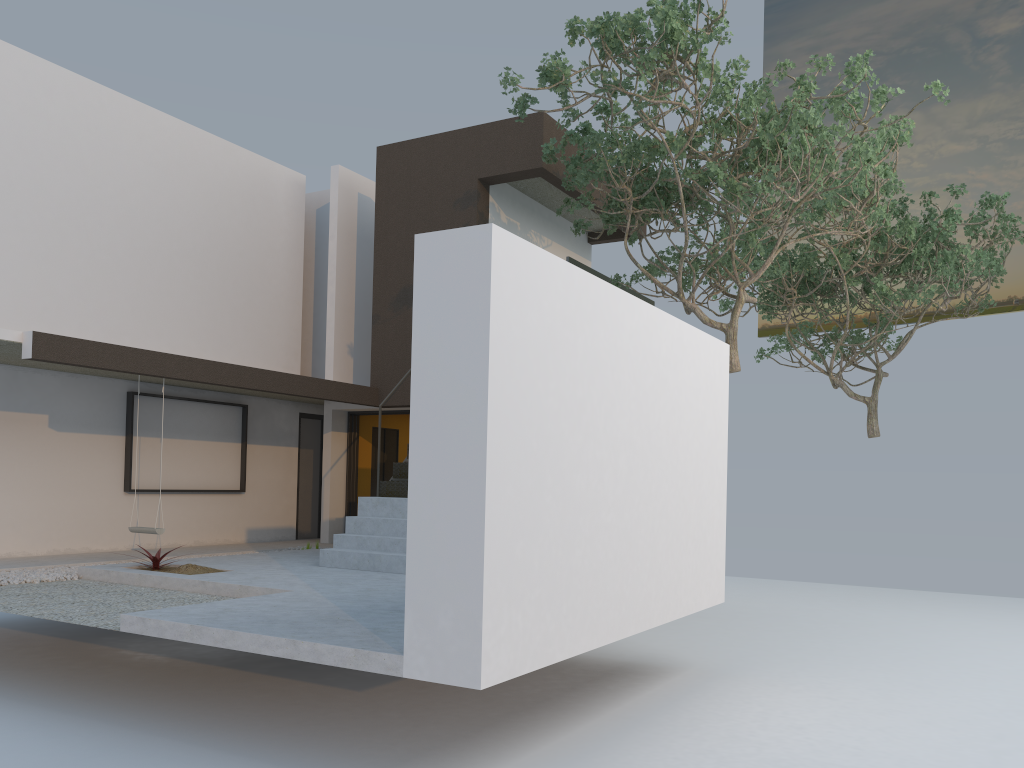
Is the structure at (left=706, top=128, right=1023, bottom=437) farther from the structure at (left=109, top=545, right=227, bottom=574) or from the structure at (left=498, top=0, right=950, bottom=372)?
the structure at (left=109, top=545, right=227, bottom=574)

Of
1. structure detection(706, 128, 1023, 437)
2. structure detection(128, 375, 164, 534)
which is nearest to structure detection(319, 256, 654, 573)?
structure detection(128, 375, 164, 534)

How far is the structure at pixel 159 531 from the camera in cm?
964

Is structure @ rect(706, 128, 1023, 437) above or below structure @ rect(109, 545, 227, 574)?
above

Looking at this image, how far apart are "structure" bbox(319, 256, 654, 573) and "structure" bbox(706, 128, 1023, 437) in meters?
6.5

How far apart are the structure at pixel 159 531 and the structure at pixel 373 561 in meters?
2.0 m

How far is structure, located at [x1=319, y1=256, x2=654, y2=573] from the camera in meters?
8.8

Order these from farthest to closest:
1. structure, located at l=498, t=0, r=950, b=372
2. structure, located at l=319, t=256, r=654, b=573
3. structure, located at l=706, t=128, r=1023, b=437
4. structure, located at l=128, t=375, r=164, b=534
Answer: structure, located at l=706, t=128, r=1023, b=437, structure, located at l=128, t=375, r=164, b=534, structure, located at l=319, t=256, r=654, b=573, structure, located at l=498, t=0, r=950, b=372

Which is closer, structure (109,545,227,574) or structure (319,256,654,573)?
structure (109,545,227,574)

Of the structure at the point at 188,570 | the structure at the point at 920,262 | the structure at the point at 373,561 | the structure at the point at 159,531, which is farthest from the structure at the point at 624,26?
the structure at the point at 159,531
